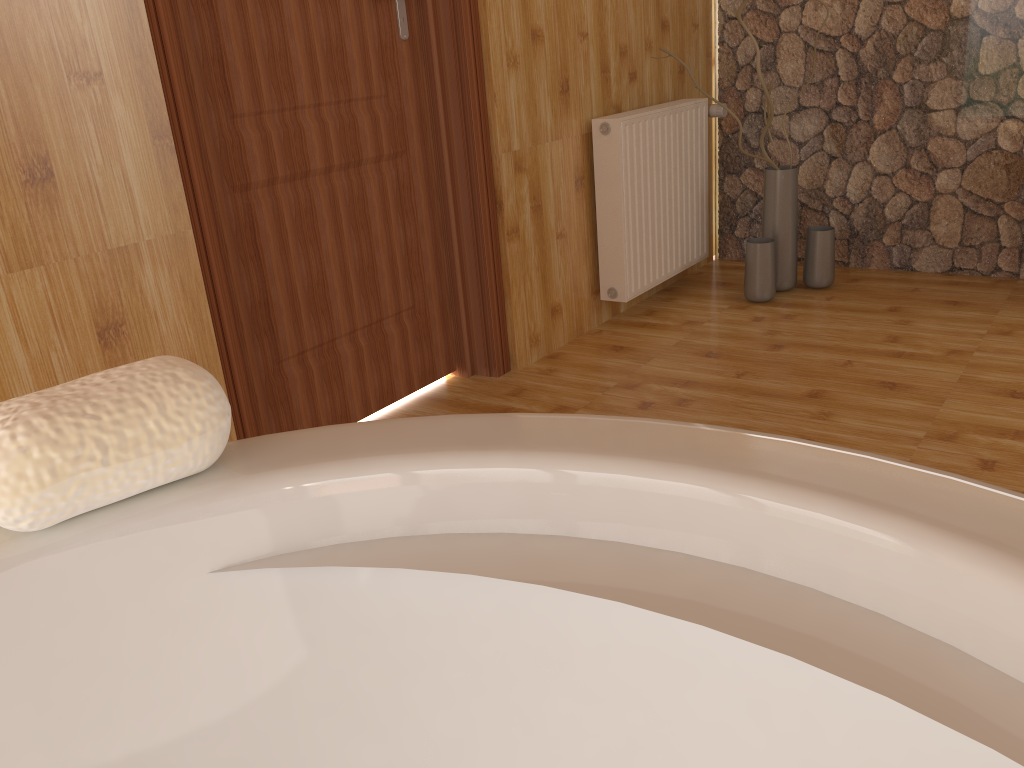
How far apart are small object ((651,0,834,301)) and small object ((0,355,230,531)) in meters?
2.8

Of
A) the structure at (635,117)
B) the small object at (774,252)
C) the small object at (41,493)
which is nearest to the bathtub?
the small object at (41,493)

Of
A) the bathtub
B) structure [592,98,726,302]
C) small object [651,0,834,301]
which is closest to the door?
structure [592,98,726,302]

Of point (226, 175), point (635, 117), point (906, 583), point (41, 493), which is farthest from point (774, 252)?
point (41, 493)

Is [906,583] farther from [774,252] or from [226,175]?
[774,252]

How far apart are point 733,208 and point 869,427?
1.8m

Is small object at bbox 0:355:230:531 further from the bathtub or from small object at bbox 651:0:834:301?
small object at bbox 651:0:834:301

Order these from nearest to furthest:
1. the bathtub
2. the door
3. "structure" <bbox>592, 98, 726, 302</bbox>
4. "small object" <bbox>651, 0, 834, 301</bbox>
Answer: Answer: the bathtub < the door < "structure" <bbox>592, 98, 726, 302</bbox> < "small object" <bbox>651, 0, 834, 301</bbox>

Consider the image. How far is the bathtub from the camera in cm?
46

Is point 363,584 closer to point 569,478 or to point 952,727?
point 569,478
